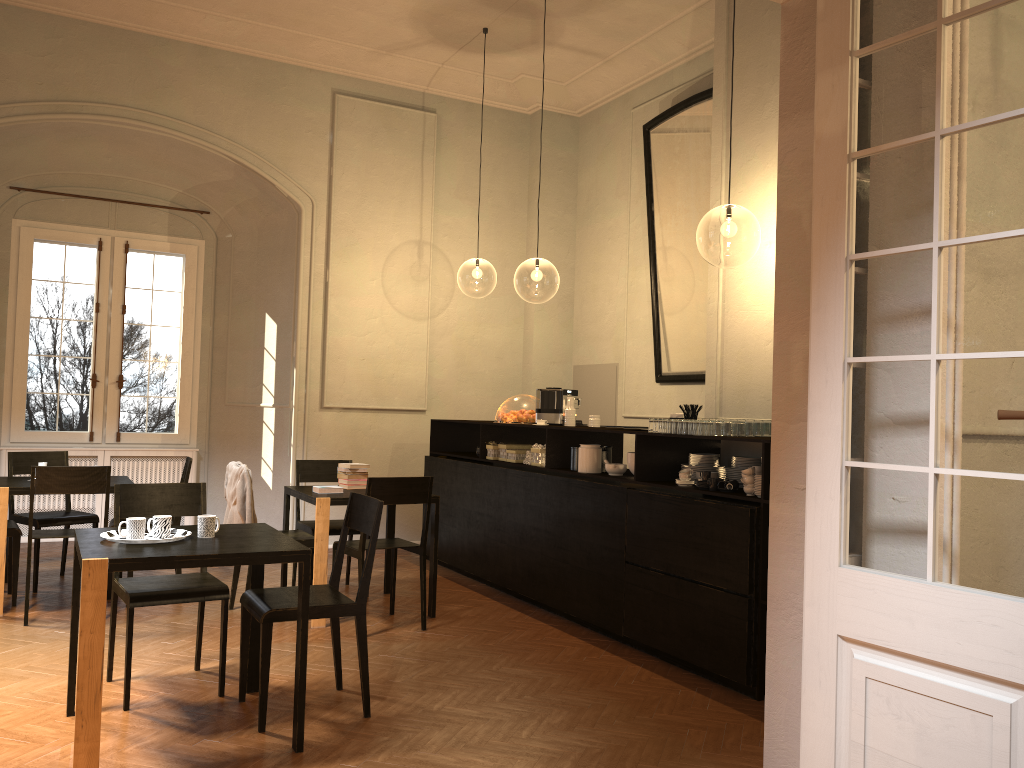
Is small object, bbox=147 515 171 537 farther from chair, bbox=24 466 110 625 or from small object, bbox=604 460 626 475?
small object, bbox=604 460 626 475

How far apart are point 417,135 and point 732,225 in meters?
7.5

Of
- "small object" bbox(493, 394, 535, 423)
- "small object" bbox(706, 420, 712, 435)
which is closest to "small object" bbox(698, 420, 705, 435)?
"small object" bbox(706, 420, 712, 435)

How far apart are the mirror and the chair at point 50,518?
5.4m

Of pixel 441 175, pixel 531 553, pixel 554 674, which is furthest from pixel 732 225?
pixel 554 674

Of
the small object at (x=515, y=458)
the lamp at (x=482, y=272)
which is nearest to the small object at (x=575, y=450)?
the small object at (x=515, y=458)

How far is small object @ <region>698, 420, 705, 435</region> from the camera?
5.38m

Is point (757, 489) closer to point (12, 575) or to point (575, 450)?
point (575, 450)

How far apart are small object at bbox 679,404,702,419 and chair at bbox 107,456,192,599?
3.9m

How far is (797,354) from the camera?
3.4m
